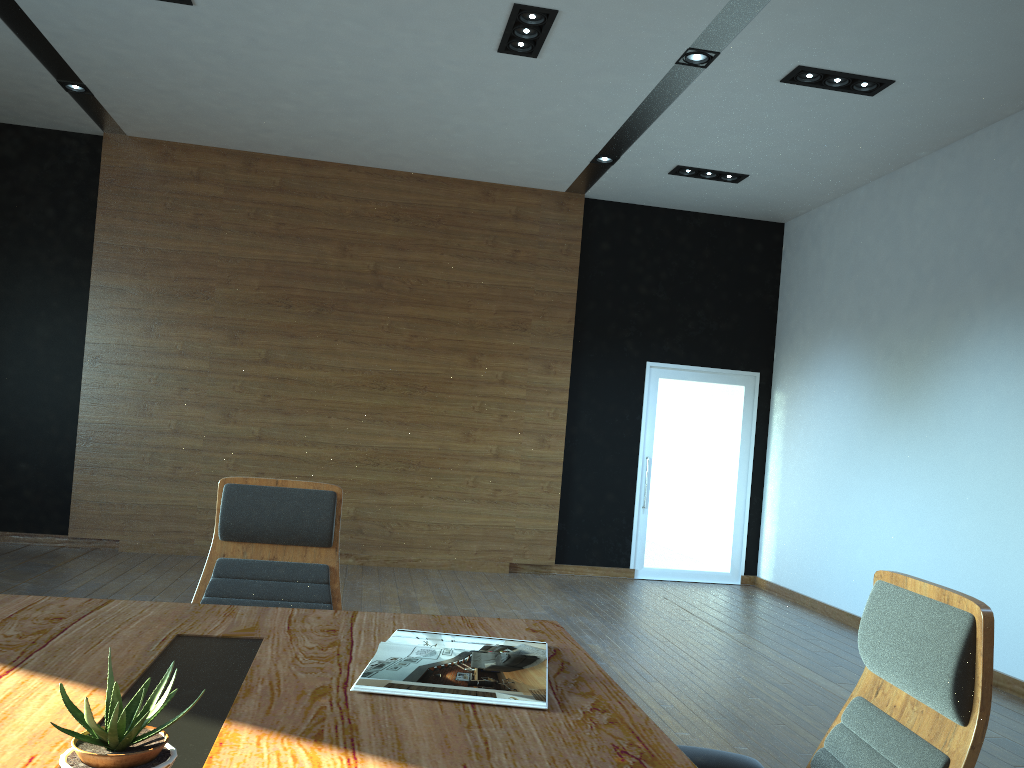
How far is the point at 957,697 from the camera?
1.4 meters

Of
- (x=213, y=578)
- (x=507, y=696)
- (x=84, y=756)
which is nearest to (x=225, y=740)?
(x=84, y=756)

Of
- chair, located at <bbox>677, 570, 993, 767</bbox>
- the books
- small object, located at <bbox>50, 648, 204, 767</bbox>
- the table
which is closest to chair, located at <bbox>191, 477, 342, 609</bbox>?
the table

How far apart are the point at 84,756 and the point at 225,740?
0.30m

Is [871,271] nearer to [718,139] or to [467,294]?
[718,139]

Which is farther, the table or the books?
the books

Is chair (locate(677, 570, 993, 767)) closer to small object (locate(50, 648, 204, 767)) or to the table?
the table

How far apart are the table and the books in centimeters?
2cm

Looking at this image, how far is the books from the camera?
1.7 meters

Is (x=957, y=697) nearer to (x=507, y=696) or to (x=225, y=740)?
(x=507, y=696)
